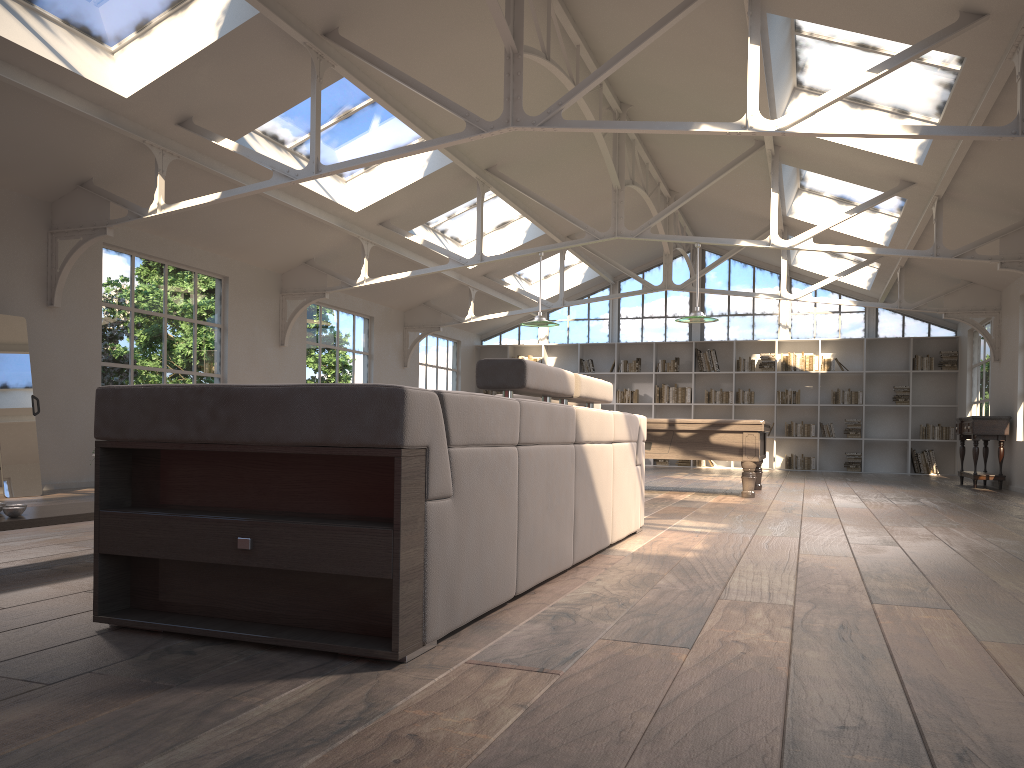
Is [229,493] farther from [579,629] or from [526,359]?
[526,359]

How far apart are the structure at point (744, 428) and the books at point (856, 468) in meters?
6.5

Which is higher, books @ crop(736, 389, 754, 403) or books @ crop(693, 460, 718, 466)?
books @ crop(736, 389, 754, 403)

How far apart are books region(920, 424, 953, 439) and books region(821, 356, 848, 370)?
1.9 meters

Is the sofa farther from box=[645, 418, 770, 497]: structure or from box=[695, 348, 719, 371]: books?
box=[695, 348, 719, 371]: books

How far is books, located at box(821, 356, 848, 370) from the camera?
15.82m

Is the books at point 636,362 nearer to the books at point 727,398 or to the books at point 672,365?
the books at point 672,365

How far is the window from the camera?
16.09m

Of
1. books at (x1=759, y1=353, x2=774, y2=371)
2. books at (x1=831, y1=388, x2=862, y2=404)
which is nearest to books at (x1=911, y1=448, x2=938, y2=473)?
books at (x1=831, y1=388, x2=862, y2=404)

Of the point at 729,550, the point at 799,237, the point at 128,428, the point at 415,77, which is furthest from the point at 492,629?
the point at 799,237
